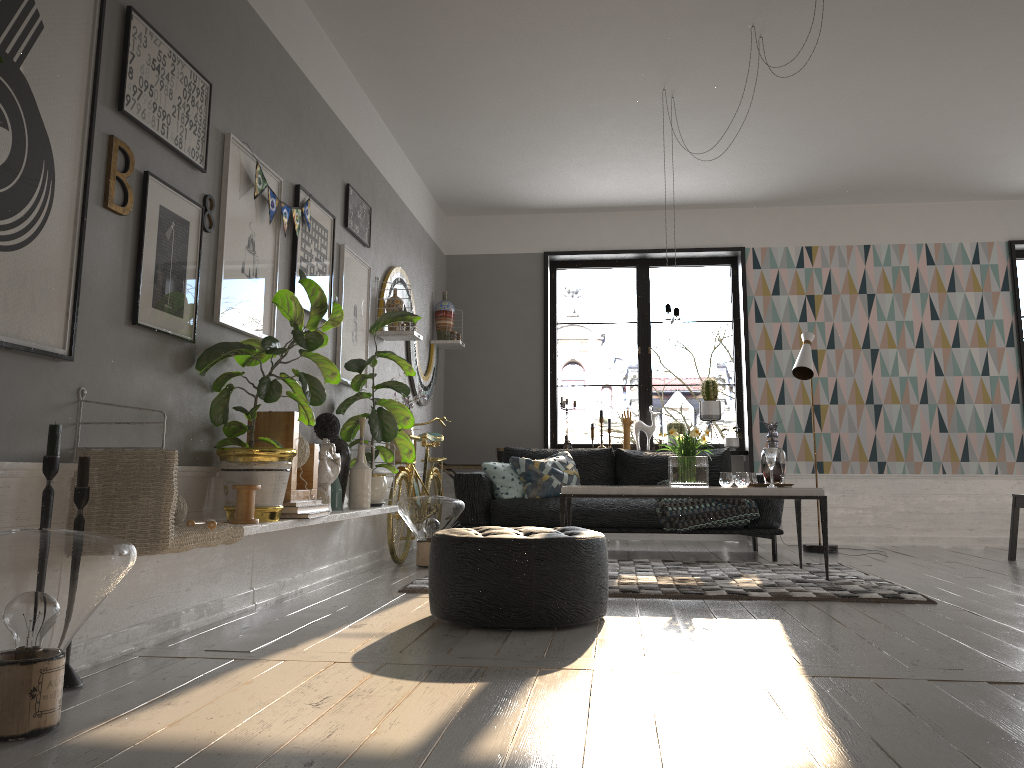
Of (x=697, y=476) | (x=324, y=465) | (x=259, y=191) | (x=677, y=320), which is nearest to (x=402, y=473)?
(x=324, y=465)

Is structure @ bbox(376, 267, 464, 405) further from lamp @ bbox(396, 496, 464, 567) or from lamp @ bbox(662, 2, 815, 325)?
lamp @ bbox(662, 2, 815, 325)

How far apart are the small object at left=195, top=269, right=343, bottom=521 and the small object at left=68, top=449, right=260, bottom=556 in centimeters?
8cm

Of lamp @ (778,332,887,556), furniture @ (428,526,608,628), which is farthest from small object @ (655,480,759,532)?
furniture @ (428,526,608,628)

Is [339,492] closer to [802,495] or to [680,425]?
[802,495]

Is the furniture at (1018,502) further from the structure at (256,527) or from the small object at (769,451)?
the structure at (256,527)

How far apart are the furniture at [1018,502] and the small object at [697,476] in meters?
2.5 m

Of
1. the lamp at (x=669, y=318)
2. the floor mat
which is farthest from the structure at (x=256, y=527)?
the lamp at (x=669, y=318)

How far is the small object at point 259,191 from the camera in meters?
3.8 m

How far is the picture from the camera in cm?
232
